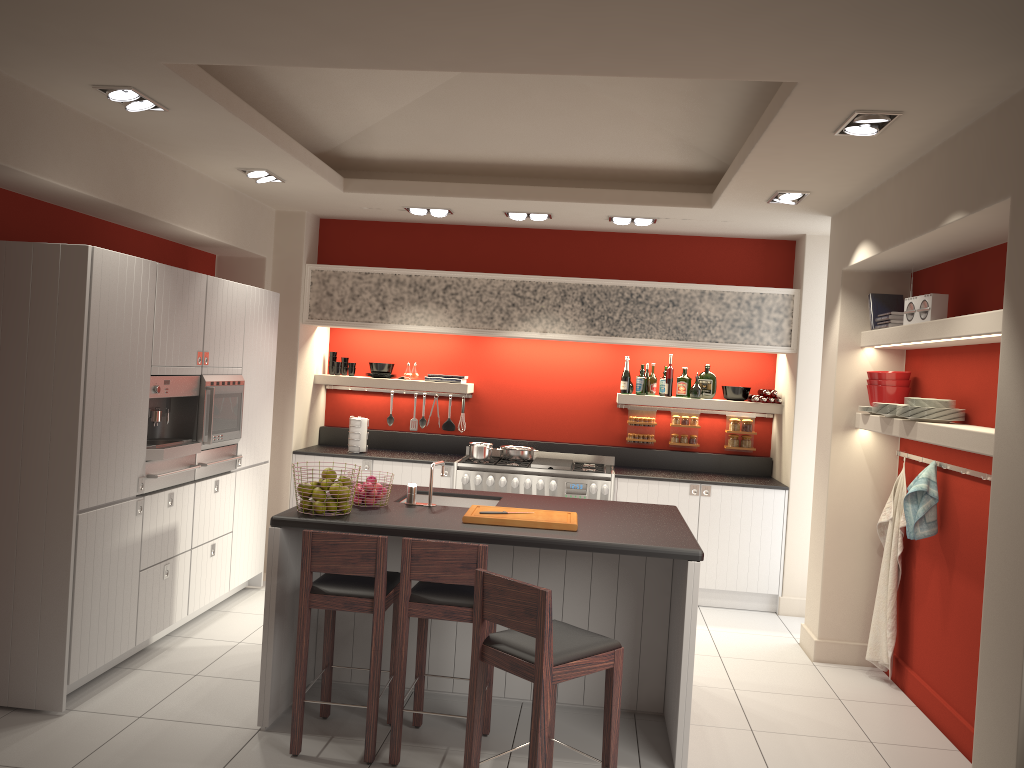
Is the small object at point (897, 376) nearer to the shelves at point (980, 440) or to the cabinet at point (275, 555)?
the shelves at point (980, 440)

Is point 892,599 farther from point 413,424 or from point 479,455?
point 413,424

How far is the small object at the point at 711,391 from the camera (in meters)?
7.63

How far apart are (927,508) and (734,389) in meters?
2.7 m

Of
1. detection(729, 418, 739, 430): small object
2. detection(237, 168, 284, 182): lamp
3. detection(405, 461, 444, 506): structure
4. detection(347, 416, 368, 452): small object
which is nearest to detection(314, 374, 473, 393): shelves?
detection(347, 416, 368, 452): small object

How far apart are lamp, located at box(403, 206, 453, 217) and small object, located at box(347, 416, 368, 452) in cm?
182

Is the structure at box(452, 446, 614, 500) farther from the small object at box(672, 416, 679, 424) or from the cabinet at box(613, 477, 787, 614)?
the small object at box(672, 416, 679, 424)

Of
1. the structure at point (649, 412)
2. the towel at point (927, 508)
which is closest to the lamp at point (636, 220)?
the structure at point (649, 412)

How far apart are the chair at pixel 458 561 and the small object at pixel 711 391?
3.9m

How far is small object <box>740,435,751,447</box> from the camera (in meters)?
7.68
